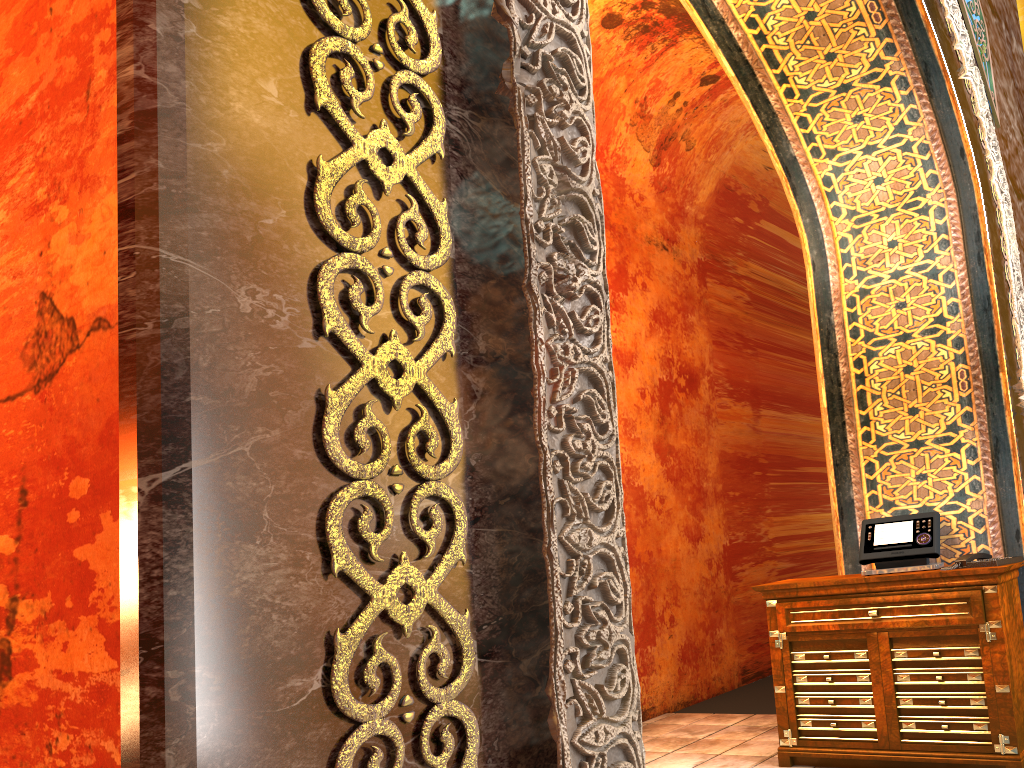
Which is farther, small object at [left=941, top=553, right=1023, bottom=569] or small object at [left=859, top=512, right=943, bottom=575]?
small object at [left=859, top=512, right=943, bottom=575]

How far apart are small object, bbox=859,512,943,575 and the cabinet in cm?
12

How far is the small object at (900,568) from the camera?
4.4 meters

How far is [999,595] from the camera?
3.95m

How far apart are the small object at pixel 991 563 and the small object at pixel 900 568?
0.1 meters

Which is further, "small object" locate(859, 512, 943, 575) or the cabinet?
"small object" locate(859, 512, 943, 575)

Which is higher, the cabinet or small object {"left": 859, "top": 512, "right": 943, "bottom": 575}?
small object {"left": 859, "top": 512, "right": 943, "bottom": 575}

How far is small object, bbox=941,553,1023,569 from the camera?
4.0 meters

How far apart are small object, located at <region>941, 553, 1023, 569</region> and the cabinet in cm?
4

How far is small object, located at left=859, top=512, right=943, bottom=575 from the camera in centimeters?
437cm
